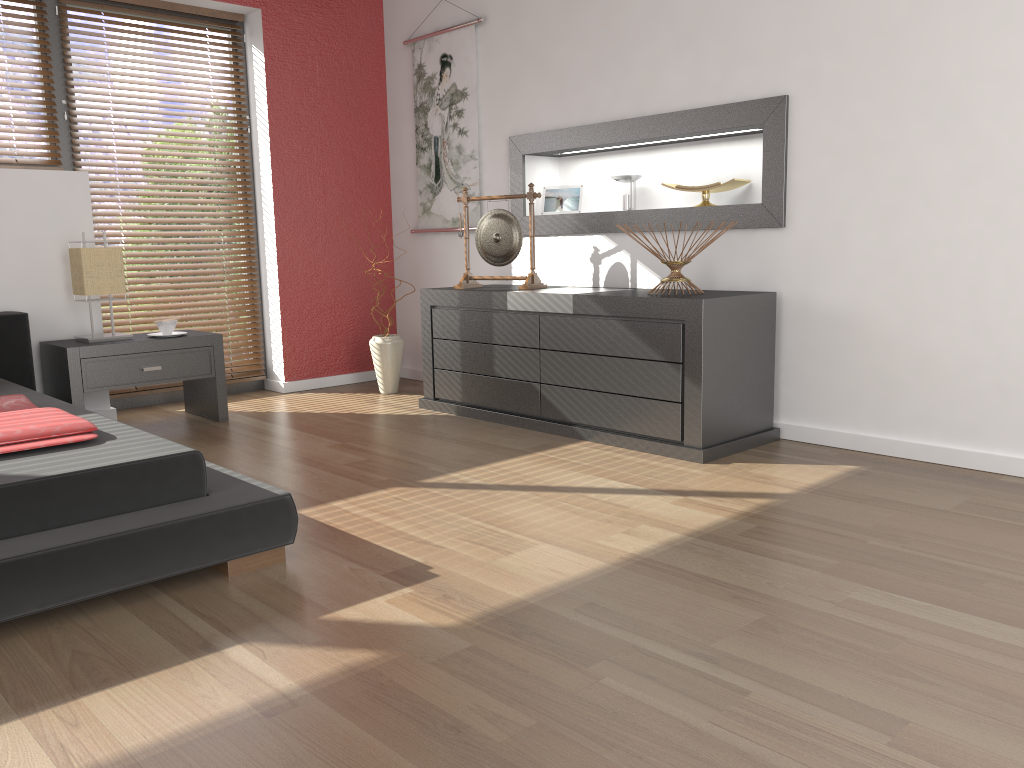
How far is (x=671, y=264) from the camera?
3.5m

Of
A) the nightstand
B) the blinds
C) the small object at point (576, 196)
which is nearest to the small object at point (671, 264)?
the small object at point (576, 196)

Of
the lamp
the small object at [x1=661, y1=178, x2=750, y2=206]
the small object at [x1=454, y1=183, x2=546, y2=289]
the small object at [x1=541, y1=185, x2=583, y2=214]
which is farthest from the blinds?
the small object at [x1=661, y1=178, x2=750, y2=206]

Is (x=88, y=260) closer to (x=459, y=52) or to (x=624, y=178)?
(x=459, y=52)

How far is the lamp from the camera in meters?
3.9

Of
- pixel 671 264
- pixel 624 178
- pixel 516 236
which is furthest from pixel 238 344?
pixel 671 264

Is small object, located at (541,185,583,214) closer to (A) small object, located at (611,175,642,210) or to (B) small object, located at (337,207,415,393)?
(A) small object, located at (611,175,642,210)

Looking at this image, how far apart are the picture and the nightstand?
1.5m

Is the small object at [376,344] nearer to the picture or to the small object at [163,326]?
the picture

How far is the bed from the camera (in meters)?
A: 1.96
